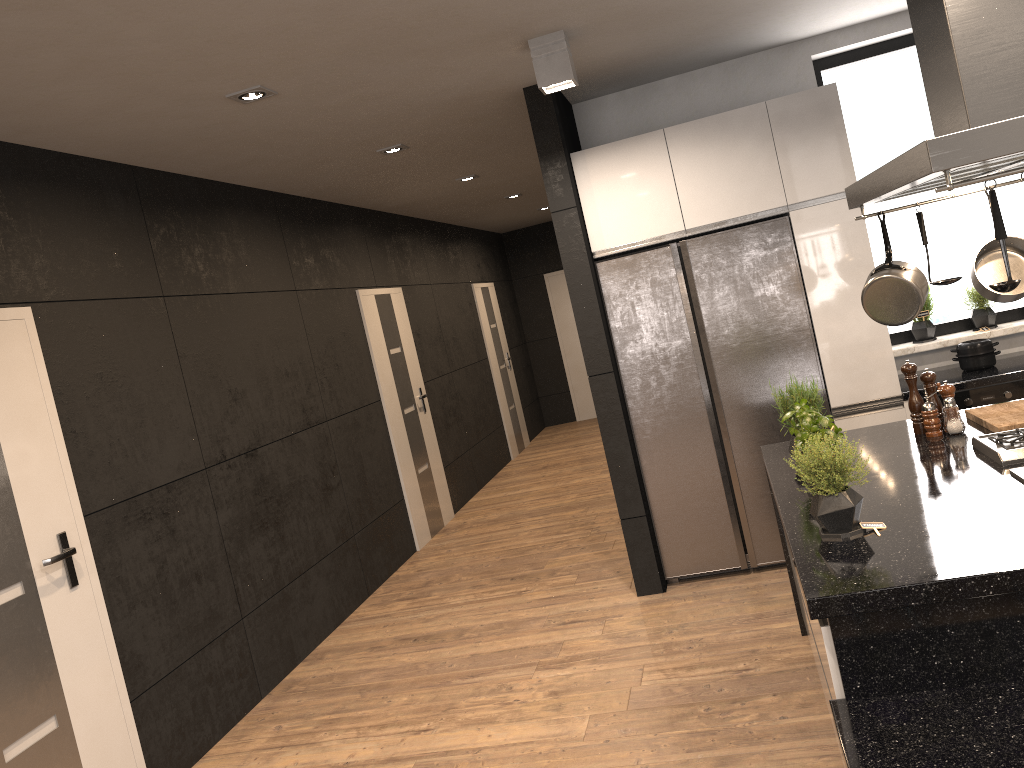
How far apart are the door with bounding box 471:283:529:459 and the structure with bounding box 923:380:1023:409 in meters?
6.2 m

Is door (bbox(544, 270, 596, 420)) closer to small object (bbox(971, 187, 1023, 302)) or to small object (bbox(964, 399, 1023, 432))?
small object (bbox(964, 399, 1023, 432))

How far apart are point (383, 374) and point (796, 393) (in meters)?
4.20

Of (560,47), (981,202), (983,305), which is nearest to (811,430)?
(560,47)

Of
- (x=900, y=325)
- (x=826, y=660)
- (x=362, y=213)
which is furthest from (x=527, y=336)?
(x=826, y=660)

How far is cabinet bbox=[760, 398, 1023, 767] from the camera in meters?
1.9

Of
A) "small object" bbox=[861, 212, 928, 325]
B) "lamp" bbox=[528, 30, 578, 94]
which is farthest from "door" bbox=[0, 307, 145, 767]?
"small object" bbox=[861, 212, 928, 325]

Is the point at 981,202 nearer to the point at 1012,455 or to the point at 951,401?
the point at 951,401

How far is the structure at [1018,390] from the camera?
4.3 meters

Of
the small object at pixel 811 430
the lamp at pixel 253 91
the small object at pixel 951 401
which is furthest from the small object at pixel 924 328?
the lamp at pixel 253 91
